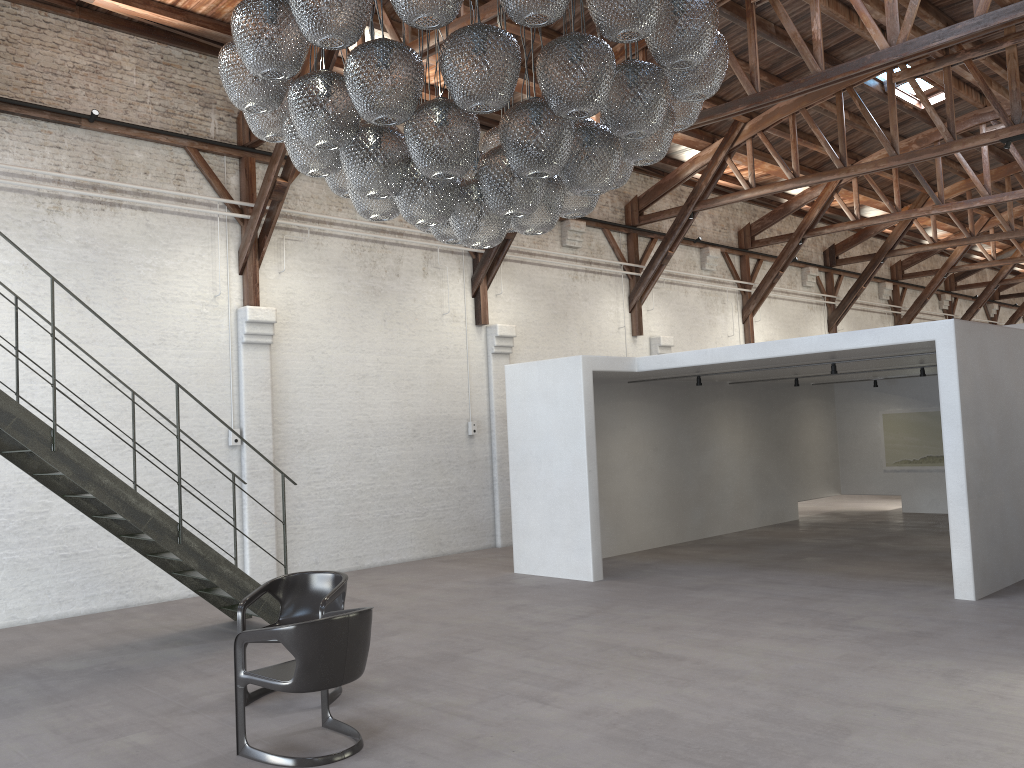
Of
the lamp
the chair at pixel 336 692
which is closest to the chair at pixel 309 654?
the chair at pixel 336 692

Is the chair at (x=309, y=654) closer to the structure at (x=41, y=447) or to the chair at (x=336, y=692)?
the chair at (x=336, y=692)

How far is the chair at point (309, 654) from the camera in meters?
4.5

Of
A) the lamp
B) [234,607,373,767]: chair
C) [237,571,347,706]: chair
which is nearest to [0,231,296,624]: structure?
[237,571,347,706]: chair

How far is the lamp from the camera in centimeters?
376cm

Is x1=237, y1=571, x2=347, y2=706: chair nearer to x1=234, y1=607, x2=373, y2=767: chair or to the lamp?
x1=234, y1=607, x2=373, y2=767: chair

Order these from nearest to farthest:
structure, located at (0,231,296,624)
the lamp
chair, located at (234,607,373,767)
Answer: the lamp < chair, located at (234,607,373,767) < structure, located at (0,231,296,624)

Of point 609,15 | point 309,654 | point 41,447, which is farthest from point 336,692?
point 609,15

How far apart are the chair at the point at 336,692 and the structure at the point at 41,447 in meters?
1.5

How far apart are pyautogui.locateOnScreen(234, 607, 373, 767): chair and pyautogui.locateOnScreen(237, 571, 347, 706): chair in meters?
0.4 m
